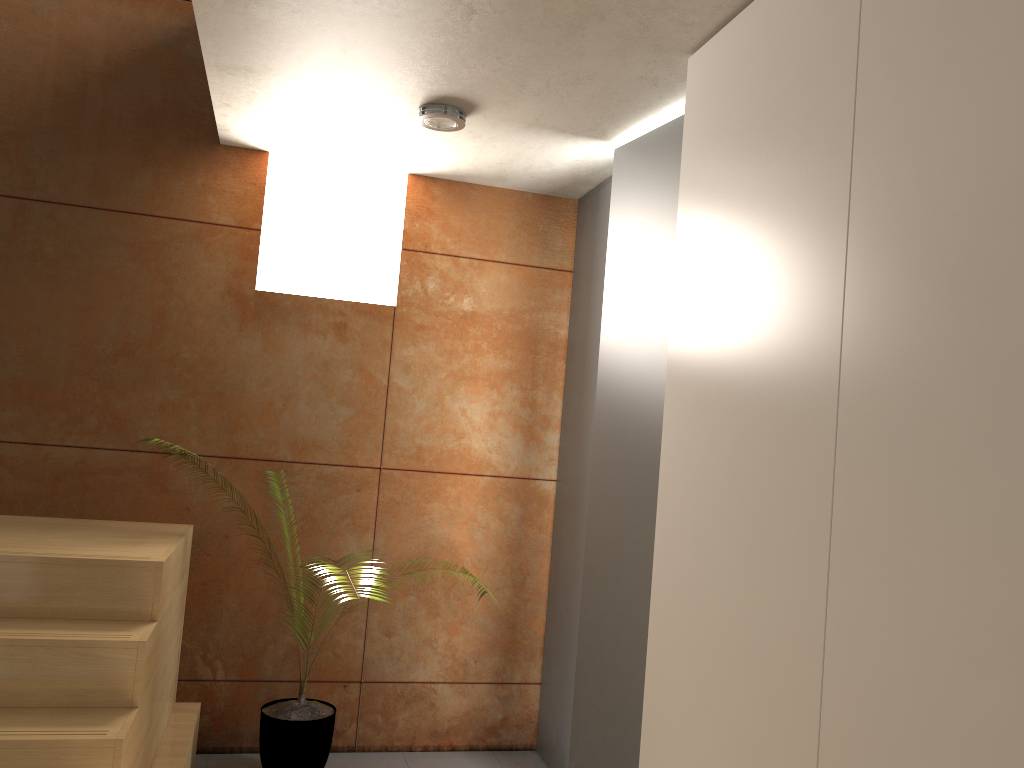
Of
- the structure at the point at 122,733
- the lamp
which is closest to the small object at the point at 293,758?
the structure at the point at 122,733

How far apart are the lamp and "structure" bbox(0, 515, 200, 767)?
1.7 meters

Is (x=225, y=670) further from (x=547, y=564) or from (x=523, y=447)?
(x=523, y=447)

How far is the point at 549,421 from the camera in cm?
407

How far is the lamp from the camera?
3.1 meters

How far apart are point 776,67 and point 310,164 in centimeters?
242cm

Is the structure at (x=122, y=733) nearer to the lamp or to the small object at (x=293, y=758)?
the small object at (x=293, y=758)

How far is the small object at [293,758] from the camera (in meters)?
3.29

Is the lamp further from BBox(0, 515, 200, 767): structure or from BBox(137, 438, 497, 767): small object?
BBox(137, 438, 497, 767): small object

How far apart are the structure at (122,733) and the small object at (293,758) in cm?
25
